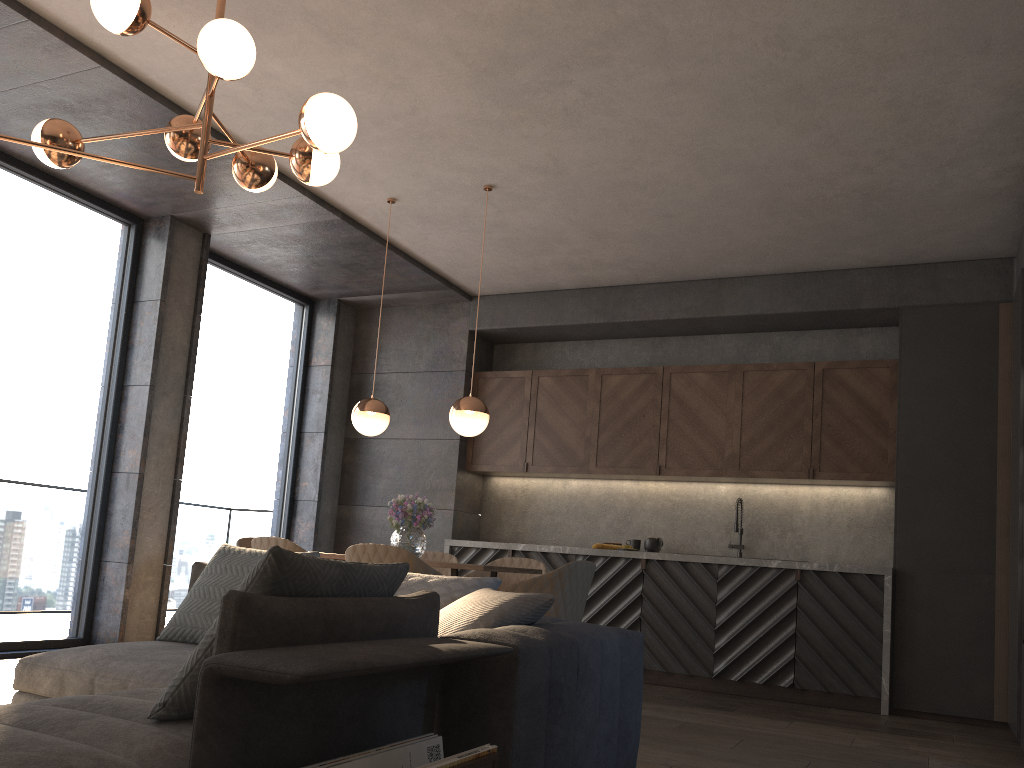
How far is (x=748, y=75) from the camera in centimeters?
Result: 411cm

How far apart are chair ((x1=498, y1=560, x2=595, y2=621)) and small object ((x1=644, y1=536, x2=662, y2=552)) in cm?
217

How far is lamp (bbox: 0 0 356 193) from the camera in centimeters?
294cm

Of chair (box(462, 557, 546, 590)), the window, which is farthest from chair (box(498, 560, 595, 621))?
the window

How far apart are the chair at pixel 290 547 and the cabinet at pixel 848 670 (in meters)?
2.64

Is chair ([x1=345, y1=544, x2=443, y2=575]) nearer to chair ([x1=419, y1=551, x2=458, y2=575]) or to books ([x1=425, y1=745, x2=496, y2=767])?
chair ([x1=419, y1=551, x2=458, y2=575])

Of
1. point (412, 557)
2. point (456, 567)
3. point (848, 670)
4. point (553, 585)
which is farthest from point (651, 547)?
point (412, 557)

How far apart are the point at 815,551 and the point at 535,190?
3.4m

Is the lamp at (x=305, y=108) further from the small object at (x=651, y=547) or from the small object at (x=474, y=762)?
the small object at (x=651, y=547)

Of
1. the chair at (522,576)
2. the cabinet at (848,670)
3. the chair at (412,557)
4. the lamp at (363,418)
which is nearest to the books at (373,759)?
the chair at (412,557)
